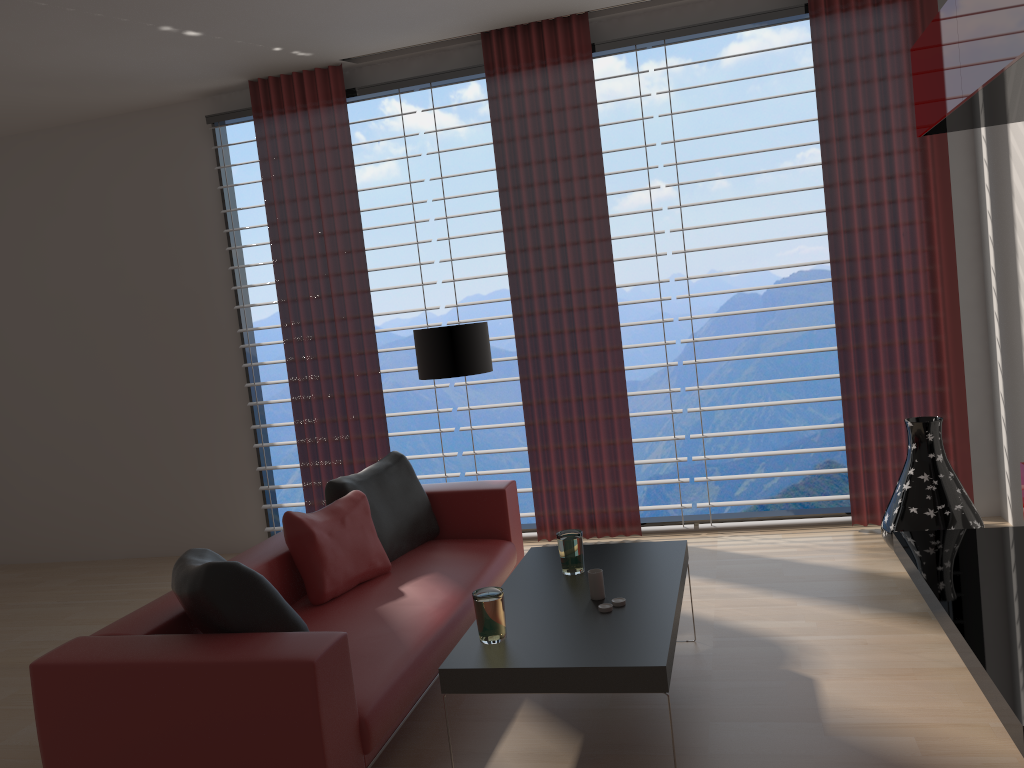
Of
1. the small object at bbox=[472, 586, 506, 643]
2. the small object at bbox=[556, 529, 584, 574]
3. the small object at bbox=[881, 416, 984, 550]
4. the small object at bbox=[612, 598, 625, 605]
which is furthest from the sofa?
the small object at bbox=[881, 416, 984, 550]

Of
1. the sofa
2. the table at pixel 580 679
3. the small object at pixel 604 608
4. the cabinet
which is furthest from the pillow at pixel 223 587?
the cabinet

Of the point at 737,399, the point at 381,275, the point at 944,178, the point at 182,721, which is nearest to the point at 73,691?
the point at 182,721

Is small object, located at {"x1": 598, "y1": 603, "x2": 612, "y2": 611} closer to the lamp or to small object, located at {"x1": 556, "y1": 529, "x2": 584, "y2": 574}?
small object, located at {"x1": 556, "y1": 529, "x2": 584, "y2": 574}

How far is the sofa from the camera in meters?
3.3

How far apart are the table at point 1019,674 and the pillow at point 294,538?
3.05m

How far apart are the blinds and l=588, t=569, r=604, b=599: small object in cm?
308

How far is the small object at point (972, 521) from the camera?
5.88m

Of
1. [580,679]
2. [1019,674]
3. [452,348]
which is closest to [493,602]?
[580,679]

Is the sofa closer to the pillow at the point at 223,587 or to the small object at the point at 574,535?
the pillow at the point at 223,587
